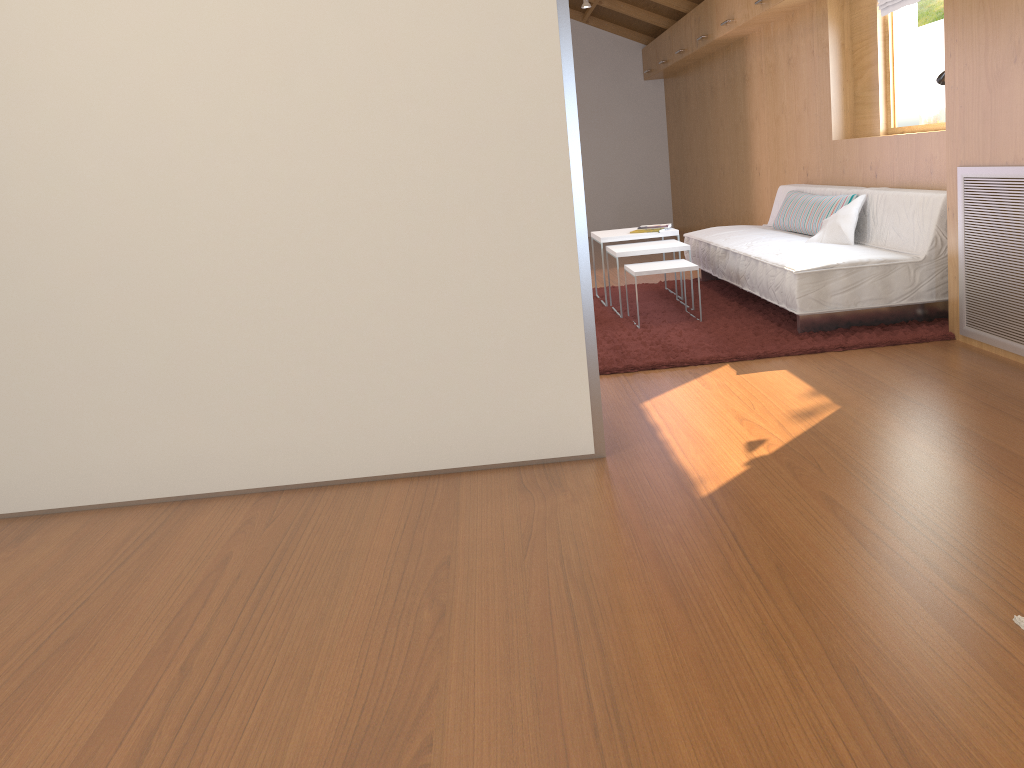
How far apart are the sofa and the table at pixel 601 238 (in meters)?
0.26

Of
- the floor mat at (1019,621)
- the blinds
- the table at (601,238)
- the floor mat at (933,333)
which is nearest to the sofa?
the floor mat at (933,333)

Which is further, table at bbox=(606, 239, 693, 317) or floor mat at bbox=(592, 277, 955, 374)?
table at bbox=(606, 239, 693, 317)

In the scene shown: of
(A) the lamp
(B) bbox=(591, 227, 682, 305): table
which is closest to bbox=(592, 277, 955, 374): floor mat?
(B) bbox=(591, 227, 682, 305): table

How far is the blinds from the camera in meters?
4.8

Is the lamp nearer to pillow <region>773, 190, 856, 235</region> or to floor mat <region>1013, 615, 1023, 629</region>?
pillow <region>773, 190, 856, 235</region>

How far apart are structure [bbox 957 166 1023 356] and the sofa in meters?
0.3 m

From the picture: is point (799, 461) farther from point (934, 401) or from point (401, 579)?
point (401, 579)

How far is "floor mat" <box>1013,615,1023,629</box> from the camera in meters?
1.7

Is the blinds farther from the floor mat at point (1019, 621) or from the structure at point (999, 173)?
the floor mat at point (1019, 621)
